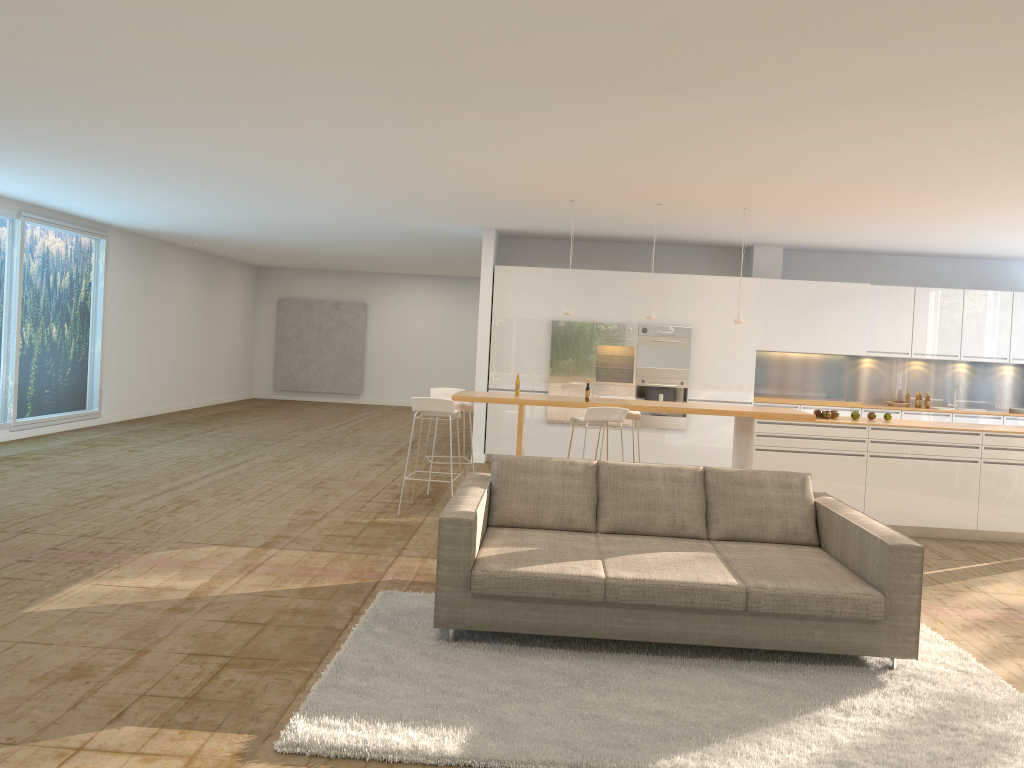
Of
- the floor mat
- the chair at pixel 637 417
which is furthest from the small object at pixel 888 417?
the floor mat

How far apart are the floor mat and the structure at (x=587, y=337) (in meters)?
6.29

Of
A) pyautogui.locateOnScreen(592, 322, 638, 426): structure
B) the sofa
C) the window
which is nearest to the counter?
the sofa

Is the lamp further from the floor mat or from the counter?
the floor mat

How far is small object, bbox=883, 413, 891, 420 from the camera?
8.4m

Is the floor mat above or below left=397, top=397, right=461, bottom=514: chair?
below

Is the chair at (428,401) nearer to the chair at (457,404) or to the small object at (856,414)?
the chair at (457,404)

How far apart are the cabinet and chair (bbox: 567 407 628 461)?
3.27m

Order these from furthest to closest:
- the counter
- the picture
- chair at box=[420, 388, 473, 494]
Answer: the picture, chair at box=[420, 388, 473, 494], the counter

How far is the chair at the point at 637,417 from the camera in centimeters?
887cm
